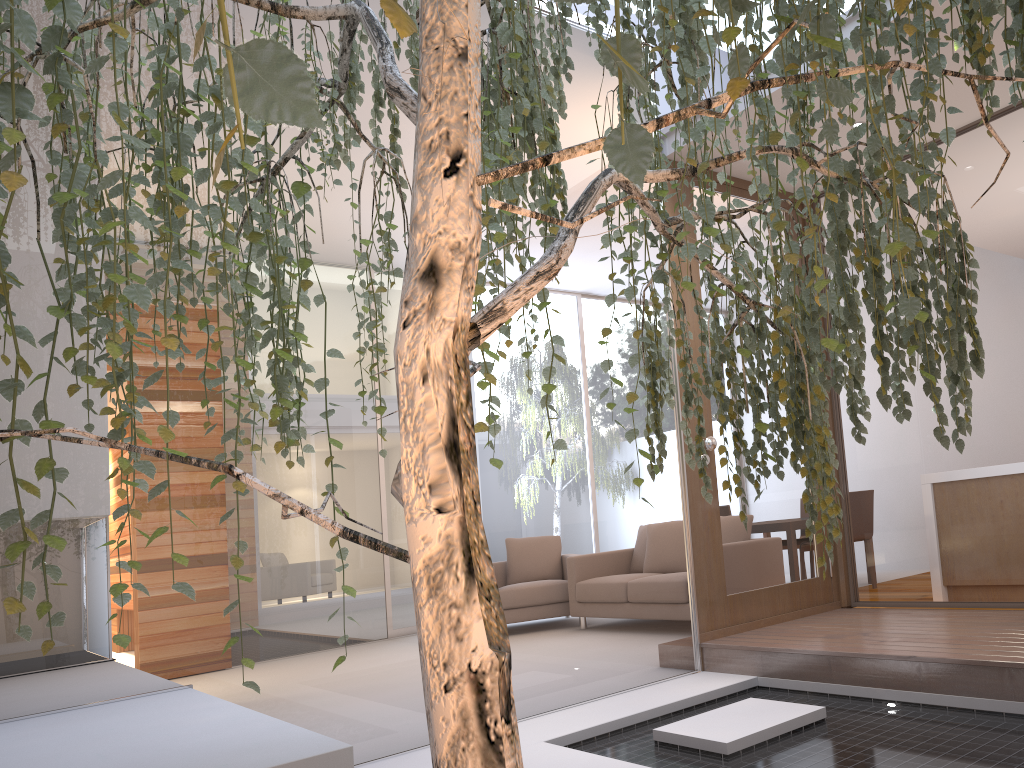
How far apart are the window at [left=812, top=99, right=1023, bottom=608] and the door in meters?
0.1 m

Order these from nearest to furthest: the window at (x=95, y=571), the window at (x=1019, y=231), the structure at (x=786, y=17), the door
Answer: the structure at (x=786, y=17)
the window at (x=95, y=571)
the window at (x=1019, y=231)
the door

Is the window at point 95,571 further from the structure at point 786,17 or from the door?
the structure at point 786,17

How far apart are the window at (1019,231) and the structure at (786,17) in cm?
233

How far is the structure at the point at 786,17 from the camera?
0.9m

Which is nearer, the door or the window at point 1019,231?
the window at point 1019,231

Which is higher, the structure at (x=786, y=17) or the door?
the structure at (x=786, y=17)

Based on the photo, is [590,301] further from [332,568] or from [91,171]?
[91,171]

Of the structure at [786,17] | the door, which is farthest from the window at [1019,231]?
the structure at [786,17]

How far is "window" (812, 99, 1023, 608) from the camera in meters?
3.8
